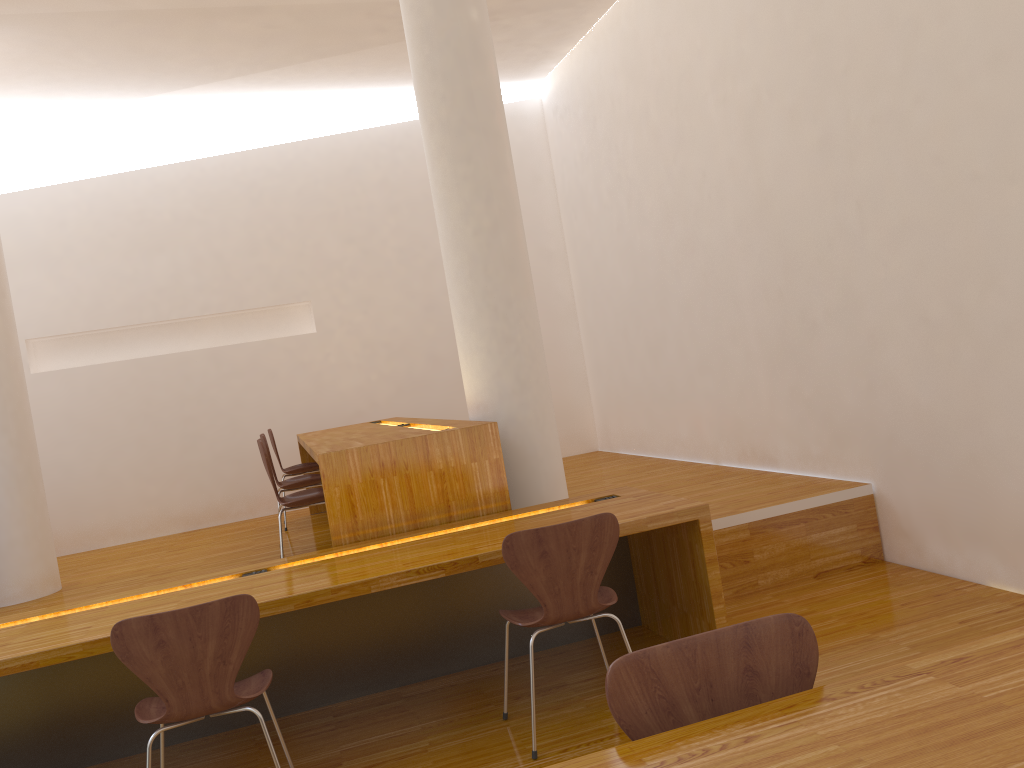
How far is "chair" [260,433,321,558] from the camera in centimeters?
494cm

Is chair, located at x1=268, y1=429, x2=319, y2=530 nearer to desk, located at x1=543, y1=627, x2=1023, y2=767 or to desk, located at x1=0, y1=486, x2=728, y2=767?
desk, located at x1=0, y1=486, x2=728, y2=767

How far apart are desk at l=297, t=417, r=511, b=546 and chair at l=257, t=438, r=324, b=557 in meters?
0.2

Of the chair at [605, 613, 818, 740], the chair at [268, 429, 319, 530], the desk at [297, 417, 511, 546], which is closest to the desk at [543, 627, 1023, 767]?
the chair at [605, 613, 818, 740]

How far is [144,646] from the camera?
2.4 meters

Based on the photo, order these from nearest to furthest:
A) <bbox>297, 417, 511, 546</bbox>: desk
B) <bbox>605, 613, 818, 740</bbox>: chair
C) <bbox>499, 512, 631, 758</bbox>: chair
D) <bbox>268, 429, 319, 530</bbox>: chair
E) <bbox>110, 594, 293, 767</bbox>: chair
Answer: <bbox>605, 613, 818, 740</bbox>: chair → <bbox>110, 594, 293, 767</bbox>: chair → <bbox>499, 512, 631, 758</bbox>: chair → <bbox>297, 417, 511, 546</bbox>: desk → <bbox>268, 429, 319, 530</bbox>: chair

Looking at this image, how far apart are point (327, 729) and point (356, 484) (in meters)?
0.93

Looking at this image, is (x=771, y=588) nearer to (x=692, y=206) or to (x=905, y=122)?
(x=905, y=122)

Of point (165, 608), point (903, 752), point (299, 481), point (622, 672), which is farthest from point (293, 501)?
point (903, 752)

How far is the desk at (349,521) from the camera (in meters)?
3.61
